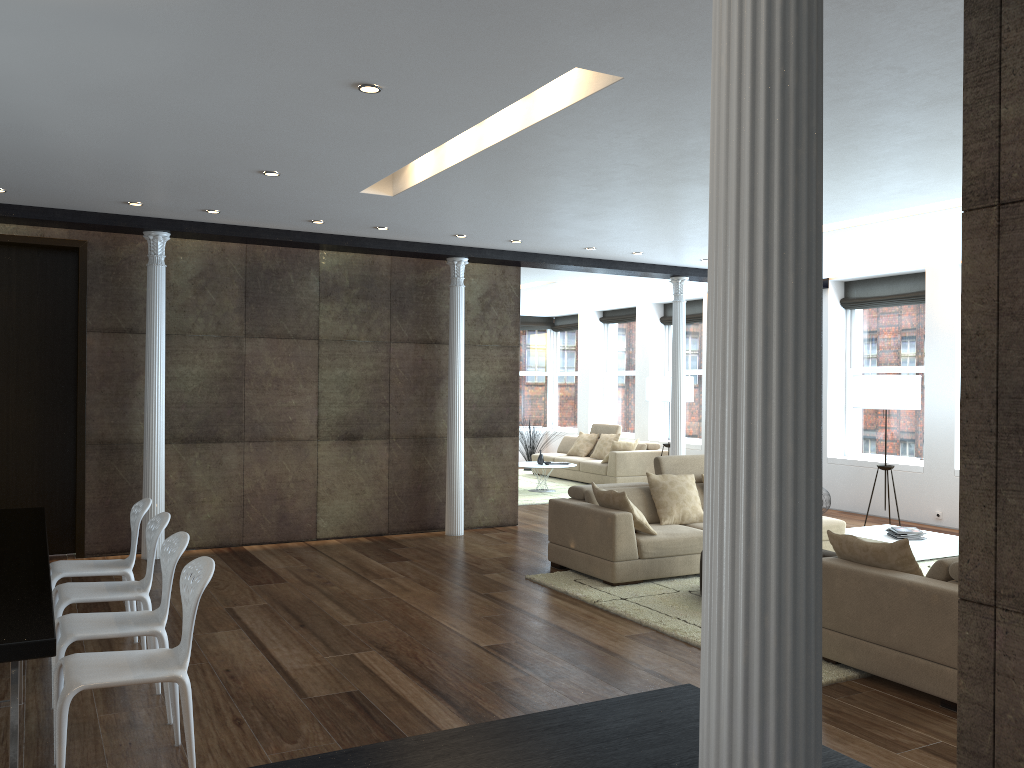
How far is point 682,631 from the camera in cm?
561

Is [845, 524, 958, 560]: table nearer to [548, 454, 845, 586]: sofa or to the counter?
[548, 454, 845, 586]: sofa

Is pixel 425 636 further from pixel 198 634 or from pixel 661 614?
pixel 661 614

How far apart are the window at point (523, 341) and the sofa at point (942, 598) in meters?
13.1 m

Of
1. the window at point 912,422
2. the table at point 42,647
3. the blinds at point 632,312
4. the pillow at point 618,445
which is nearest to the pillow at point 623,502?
the table at point 42,647

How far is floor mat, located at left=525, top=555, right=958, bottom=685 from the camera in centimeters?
561cm

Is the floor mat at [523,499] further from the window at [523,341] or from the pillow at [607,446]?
the window at [523,341]

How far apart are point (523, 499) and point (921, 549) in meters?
5.4

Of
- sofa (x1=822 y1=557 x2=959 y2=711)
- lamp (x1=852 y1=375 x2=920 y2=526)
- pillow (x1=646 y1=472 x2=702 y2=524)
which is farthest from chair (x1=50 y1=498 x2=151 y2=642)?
lamp (x1=852 y1=375 x2=920 y2=526)

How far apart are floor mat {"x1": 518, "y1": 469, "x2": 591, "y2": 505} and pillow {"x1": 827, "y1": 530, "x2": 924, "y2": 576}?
6.92m
